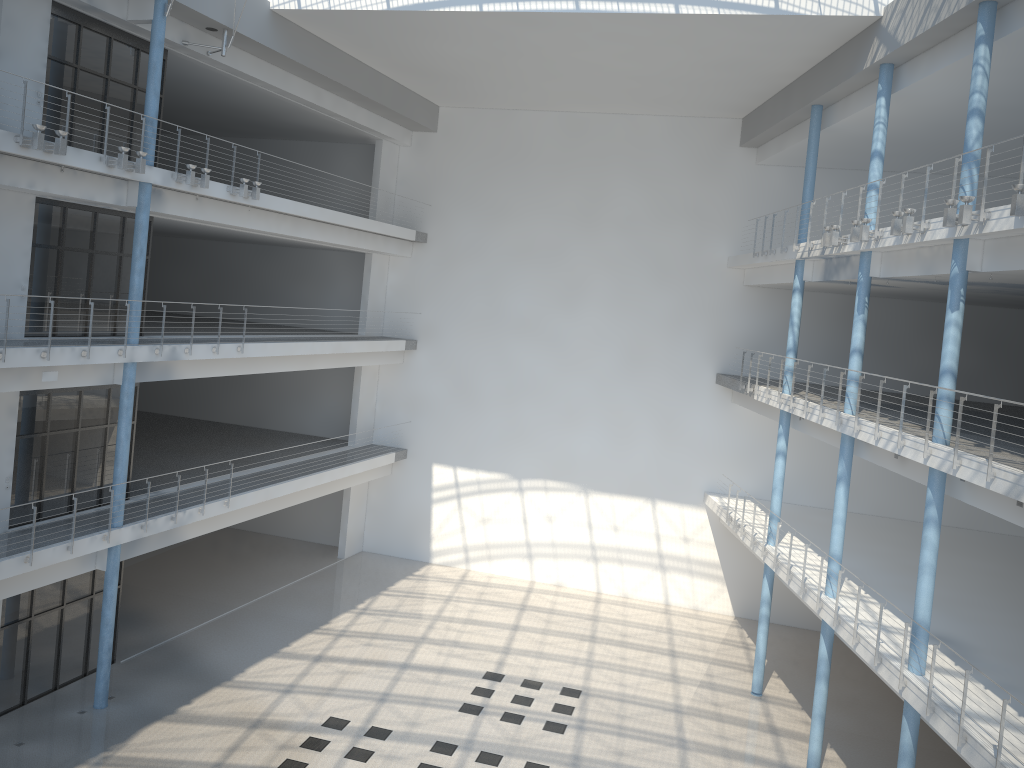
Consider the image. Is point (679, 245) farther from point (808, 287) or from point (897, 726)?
point (897, 726)
